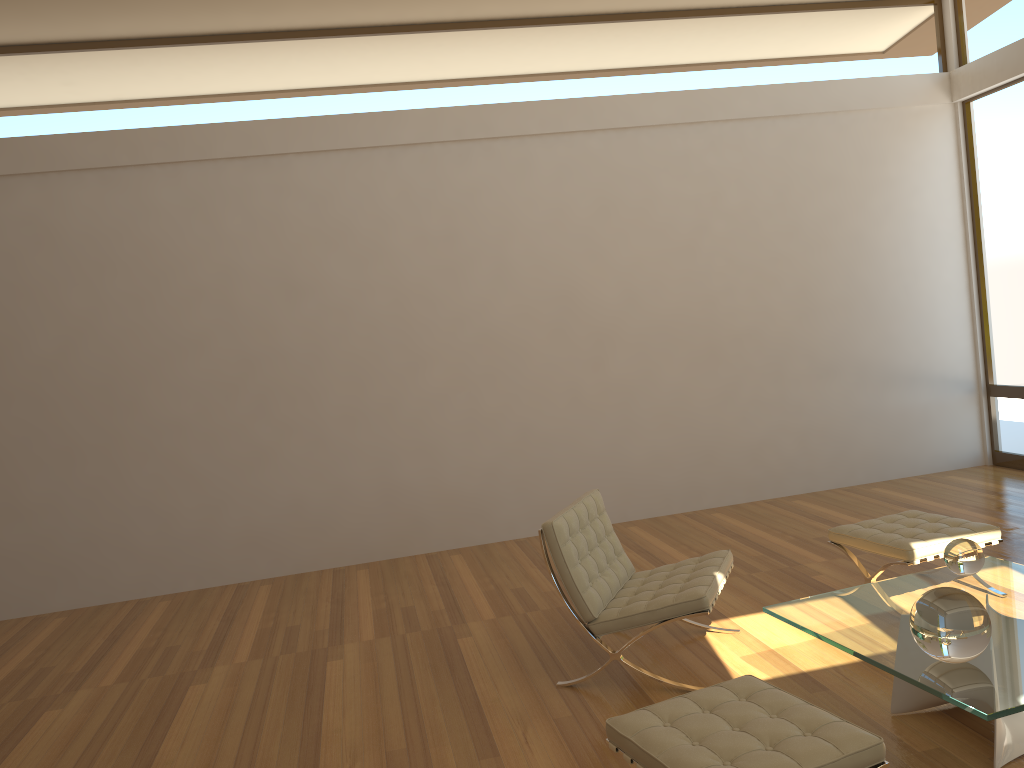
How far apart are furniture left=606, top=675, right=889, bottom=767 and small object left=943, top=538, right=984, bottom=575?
1.26m

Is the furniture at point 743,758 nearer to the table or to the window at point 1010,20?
the table

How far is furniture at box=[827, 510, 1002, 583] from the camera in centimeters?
429cm

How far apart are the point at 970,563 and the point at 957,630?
0.99m

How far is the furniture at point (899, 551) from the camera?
4.3m

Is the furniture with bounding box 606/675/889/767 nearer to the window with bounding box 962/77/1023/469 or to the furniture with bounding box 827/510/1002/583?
the furniture with bounding box 827/510/1002/583

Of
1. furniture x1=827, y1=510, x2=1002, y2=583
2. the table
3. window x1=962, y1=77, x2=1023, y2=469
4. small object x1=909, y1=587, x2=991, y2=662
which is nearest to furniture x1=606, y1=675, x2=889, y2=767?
the table

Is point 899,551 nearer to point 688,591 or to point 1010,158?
point 688,591

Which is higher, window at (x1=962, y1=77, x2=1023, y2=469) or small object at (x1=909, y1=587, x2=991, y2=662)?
window at (x1=962, y1=77, x2=1023, y2=469)

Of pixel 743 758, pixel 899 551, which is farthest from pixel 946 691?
pixel 899 551
